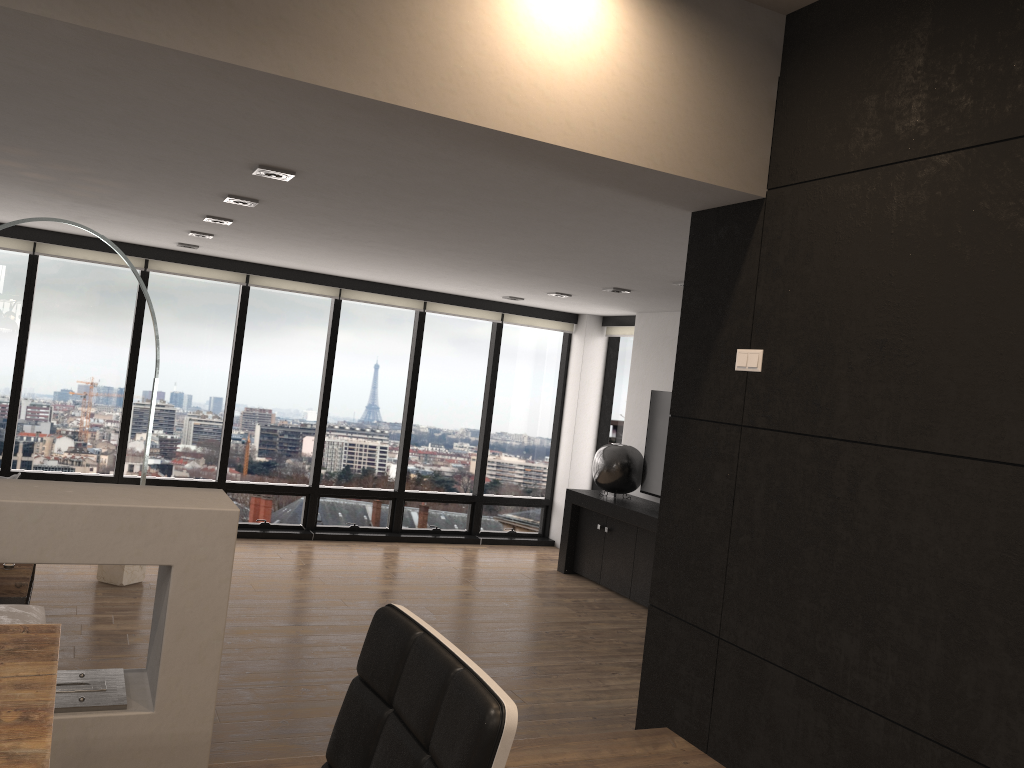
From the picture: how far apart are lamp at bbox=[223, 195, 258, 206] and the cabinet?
3.9m

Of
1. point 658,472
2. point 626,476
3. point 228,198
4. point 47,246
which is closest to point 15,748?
point 228,198

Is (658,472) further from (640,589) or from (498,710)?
(498,710)

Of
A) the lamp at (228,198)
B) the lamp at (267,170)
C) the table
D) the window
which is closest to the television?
the window

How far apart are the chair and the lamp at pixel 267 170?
2.84m

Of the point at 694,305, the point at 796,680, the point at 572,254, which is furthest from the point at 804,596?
the point at 572,254

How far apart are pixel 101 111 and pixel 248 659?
3.0 meters

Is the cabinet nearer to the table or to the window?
the window

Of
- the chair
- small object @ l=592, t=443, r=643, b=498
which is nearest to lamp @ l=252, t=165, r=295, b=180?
the chair

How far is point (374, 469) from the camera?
8.65m
